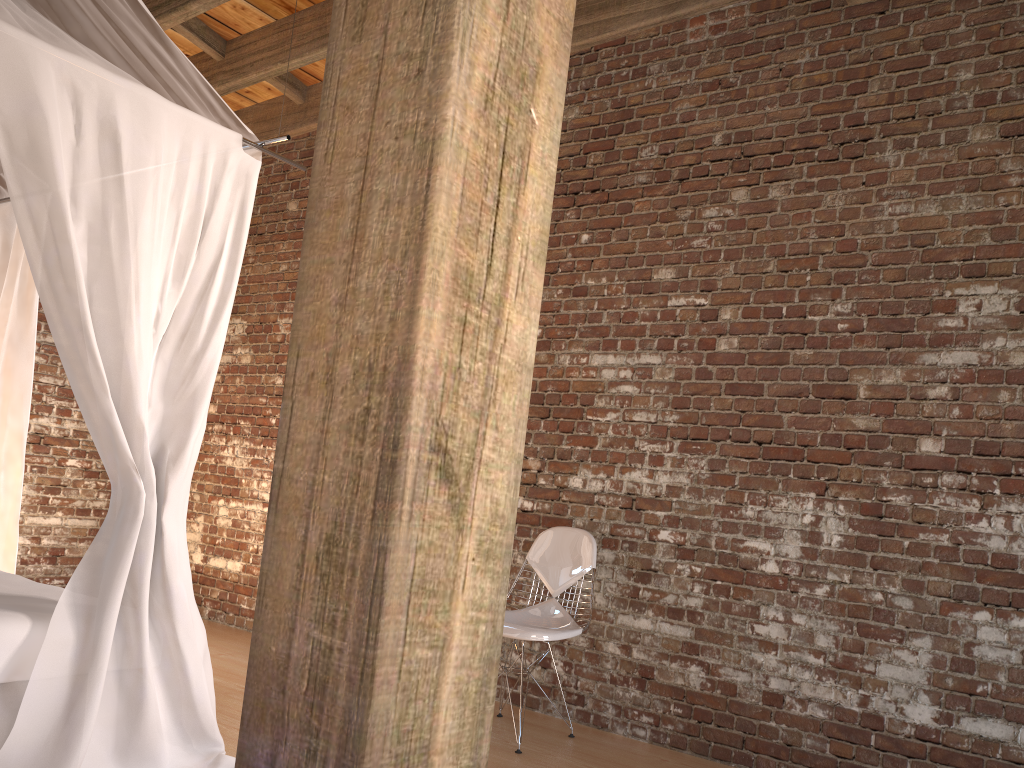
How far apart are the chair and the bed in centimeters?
112cm

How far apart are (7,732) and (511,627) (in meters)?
1.74

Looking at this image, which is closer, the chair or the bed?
the bed

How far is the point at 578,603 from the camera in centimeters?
406cm

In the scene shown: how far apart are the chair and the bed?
1.12m

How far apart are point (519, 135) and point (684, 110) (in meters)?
2.97

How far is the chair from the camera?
3.50m

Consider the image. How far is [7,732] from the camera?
2.52m

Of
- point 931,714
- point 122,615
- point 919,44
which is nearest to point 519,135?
point 122,615

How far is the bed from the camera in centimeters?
252cm
